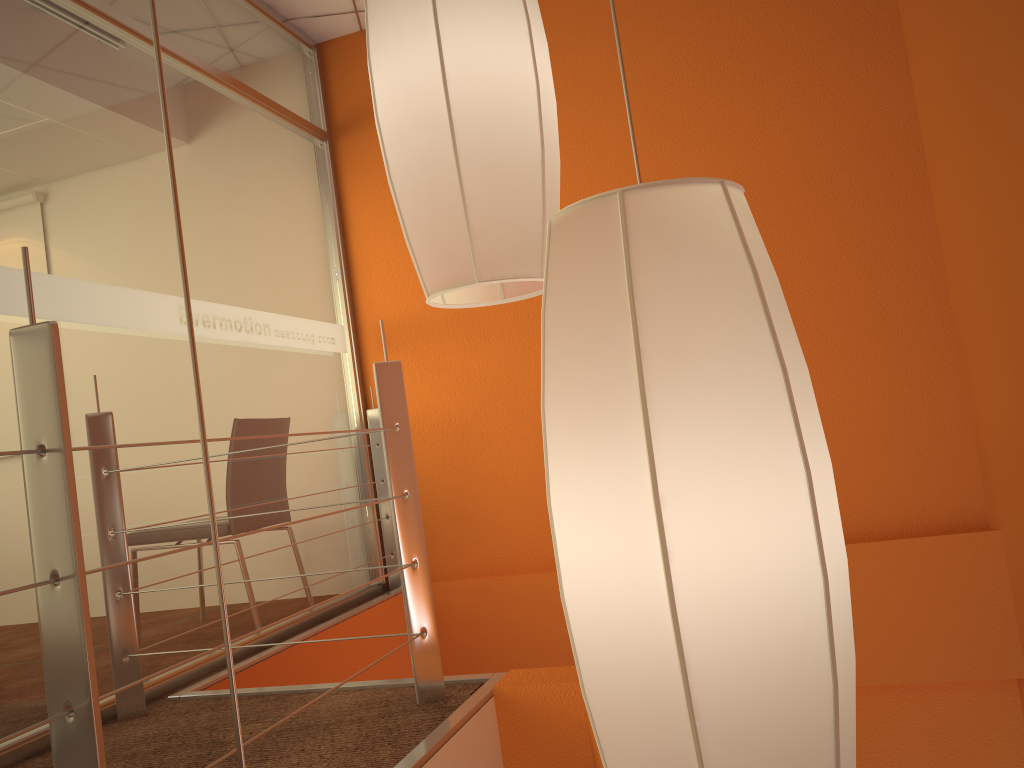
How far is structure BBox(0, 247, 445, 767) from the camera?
1.1m

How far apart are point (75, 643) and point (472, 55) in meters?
0.8

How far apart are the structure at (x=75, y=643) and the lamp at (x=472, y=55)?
0.5m

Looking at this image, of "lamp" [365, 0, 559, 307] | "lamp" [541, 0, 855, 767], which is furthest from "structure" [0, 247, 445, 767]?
"lamp" [541, 0, 855, 767]

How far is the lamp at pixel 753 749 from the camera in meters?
0.5 m

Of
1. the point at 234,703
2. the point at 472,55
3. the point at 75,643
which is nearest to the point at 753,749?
the point at 234,703

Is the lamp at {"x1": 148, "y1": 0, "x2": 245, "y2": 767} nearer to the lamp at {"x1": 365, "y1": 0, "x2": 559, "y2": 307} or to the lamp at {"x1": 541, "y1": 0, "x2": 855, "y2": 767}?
the lamp at {"x1": 541, "y1": 0, "x2": 855, "y2": 767}

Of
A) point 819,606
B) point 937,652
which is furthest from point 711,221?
point 937,652

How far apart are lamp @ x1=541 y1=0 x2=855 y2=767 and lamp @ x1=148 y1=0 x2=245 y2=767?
0.2m

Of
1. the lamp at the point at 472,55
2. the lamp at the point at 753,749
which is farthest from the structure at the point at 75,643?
the lamp at the point at 753,749
